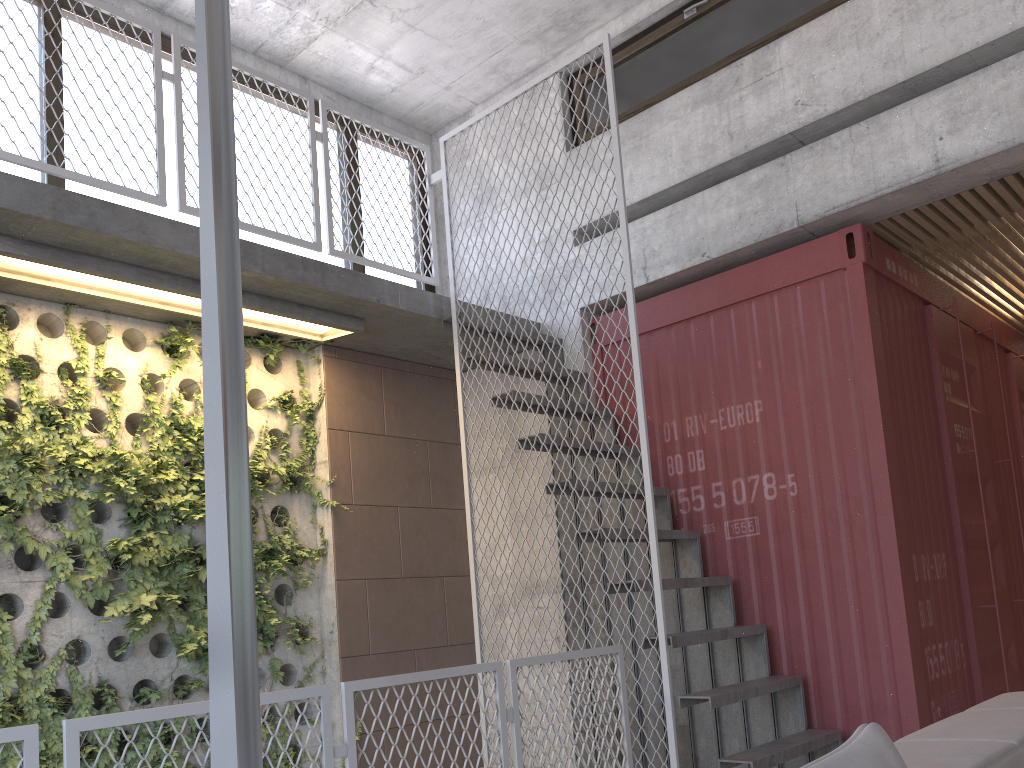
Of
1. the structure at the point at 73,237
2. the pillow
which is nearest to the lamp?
the pillow

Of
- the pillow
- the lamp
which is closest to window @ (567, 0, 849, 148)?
the lamp

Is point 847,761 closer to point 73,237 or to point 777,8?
point 73,237

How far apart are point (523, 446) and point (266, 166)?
2.8 meters

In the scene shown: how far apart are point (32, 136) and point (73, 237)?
1.3m

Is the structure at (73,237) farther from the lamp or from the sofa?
the lamp

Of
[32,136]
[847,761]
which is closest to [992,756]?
[847,761]

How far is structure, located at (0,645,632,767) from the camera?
2.4m

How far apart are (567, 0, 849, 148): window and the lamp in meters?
4.3 m

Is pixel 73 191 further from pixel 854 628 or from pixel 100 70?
pixel 854 628
